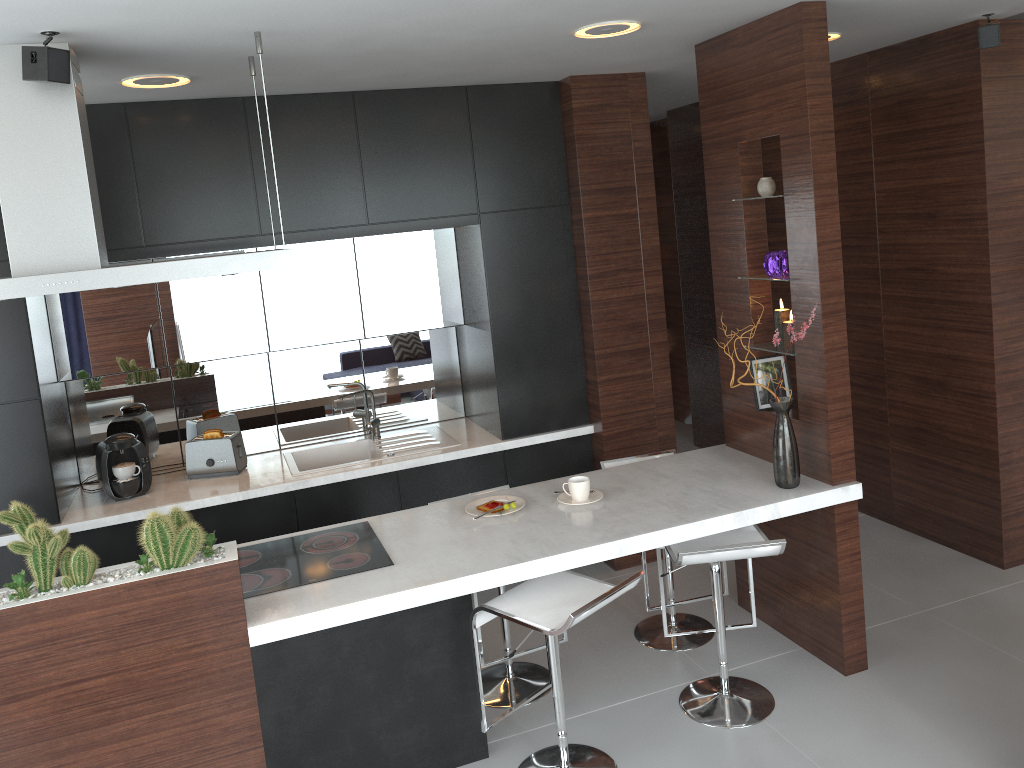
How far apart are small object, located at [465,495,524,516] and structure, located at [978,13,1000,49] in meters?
2.8

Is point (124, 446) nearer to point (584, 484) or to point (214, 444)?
point (214, 444)

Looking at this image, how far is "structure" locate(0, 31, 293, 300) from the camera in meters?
2.6 m

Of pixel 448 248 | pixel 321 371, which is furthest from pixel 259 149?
pixel 321 371

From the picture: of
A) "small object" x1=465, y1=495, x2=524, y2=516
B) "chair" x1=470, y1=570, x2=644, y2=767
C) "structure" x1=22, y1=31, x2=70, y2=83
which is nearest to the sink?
"small object" x1=465, y1=495, x2=524, y2=516

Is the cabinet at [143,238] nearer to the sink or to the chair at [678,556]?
the sink

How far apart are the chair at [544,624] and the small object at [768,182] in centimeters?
160cm

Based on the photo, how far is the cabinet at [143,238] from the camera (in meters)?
3.87

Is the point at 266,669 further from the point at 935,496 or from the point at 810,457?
the point at 935,496

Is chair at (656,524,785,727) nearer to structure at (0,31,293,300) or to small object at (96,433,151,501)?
structure at (0,31,293,300)
